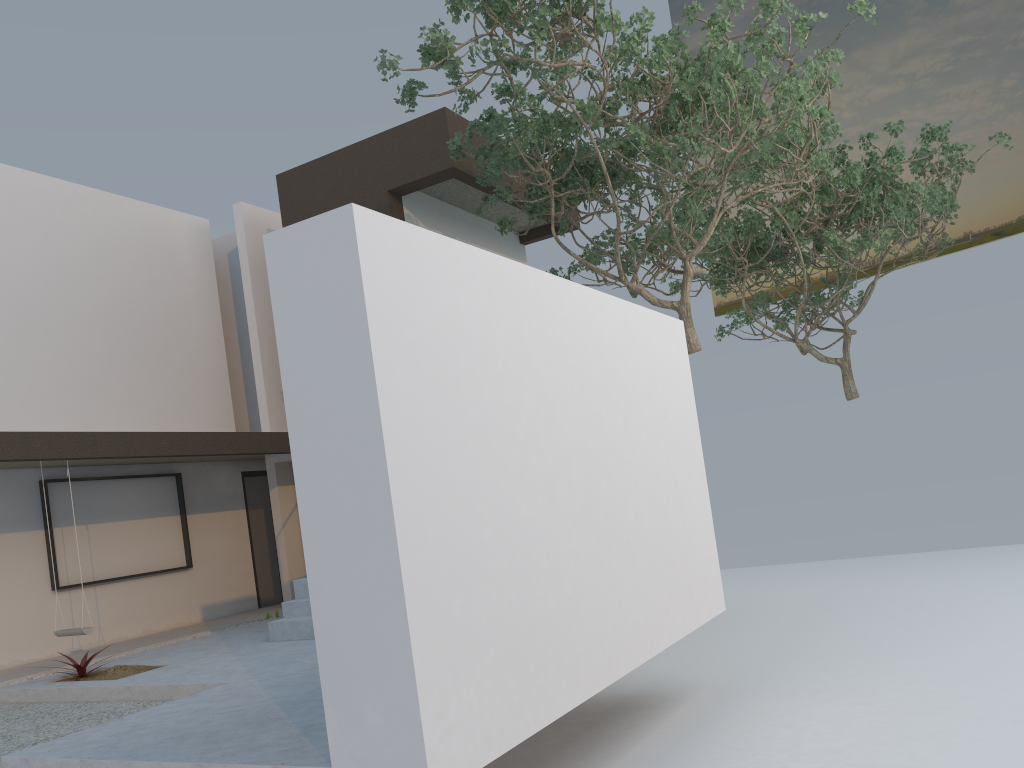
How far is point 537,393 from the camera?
4.7 meters

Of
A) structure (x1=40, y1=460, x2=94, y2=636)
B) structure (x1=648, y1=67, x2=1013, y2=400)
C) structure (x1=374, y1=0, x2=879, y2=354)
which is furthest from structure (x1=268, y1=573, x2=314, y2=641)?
structure (x1=648, y1=67, x2=1013, y2=400)

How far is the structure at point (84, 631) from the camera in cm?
847

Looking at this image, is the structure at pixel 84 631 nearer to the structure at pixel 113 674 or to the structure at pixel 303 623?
the structure at pixel 113 674

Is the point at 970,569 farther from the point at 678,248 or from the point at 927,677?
the point at 678,248

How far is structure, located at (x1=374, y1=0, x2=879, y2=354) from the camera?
7.5m

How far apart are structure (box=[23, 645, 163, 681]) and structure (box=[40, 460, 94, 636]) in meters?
0.8

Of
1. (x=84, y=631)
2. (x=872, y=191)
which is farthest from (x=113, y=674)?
(x=872, y=191)

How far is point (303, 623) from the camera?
7.87m

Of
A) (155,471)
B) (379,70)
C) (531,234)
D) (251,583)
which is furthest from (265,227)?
(379,70)
